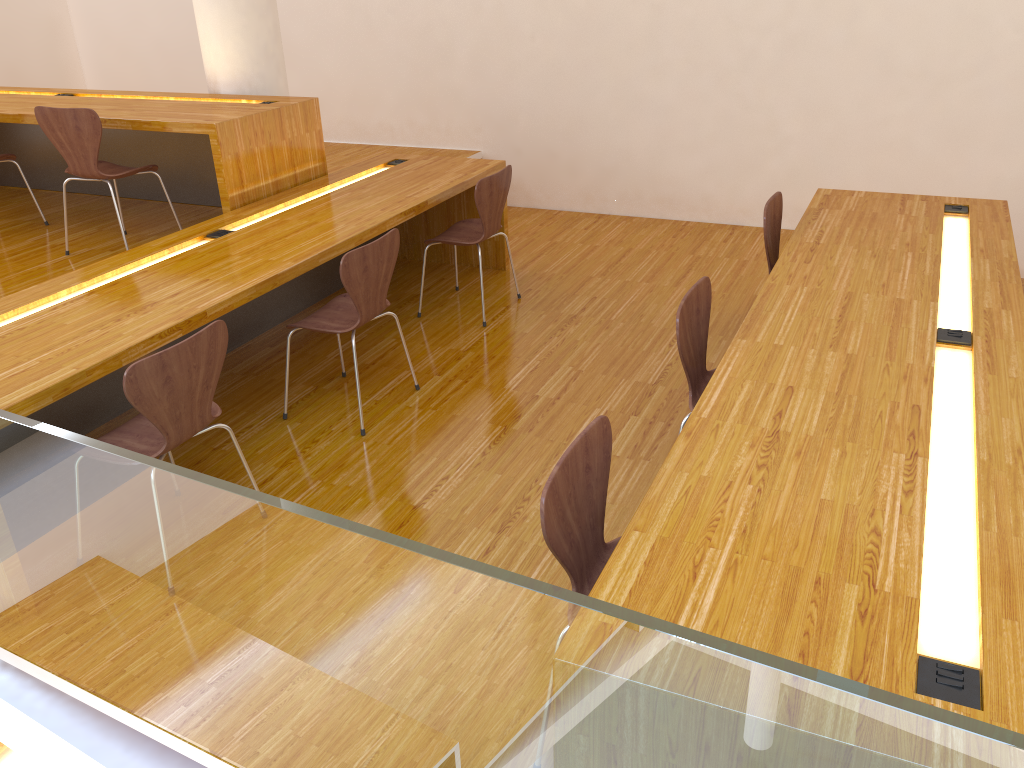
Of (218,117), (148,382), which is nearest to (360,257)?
(148,382)

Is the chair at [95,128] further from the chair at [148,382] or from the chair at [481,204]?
the chair at [148,382]

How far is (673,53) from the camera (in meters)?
5.37

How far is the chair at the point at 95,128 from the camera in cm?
386

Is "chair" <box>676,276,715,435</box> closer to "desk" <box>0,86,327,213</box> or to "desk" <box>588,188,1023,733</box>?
"desk" <box>588,188,1023,733</box>

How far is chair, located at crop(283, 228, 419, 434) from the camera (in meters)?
3.12

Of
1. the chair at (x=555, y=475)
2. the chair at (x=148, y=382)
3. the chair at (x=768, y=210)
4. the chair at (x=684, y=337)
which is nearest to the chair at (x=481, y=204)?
the chair at (x=768, y=210)

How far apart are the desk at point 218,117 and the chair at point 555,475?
2.7 meters

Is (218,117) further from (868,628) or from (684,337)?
(868,628)

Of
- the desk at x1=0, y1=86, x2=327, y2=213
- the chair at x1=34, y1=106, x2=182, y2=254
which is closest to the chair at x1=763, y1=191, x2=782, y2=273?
the desk at x1=0, y1=86, x2=327, y2=213
